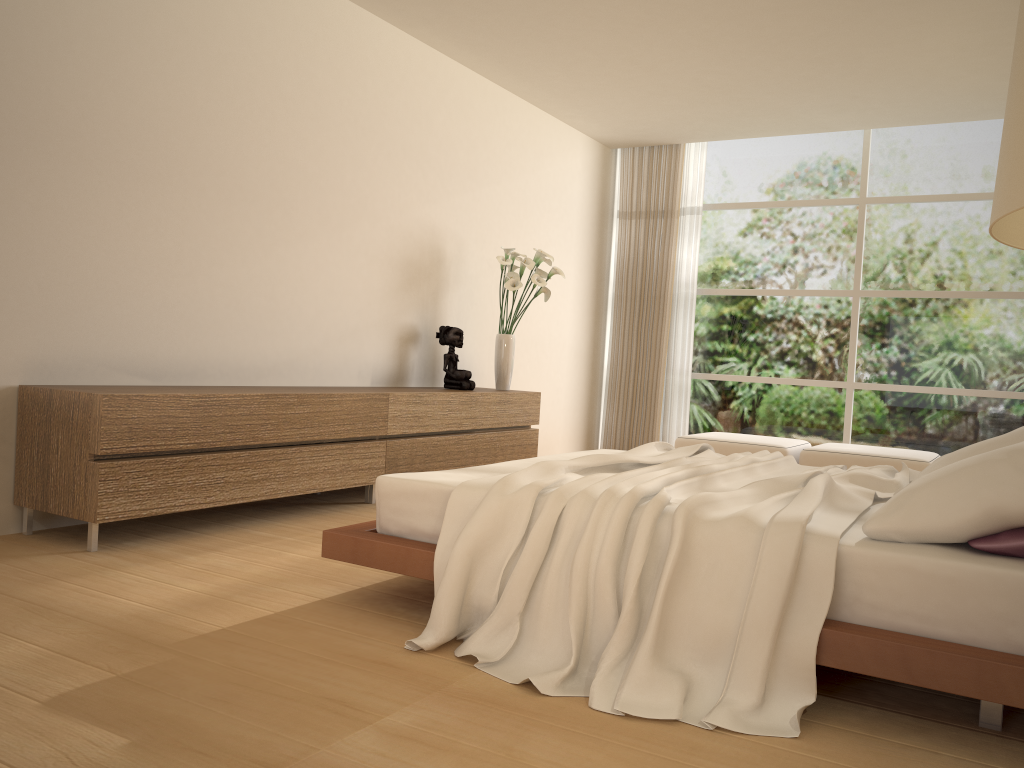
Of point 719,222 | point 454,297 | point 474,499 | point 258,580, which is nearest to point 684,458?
point 474,499

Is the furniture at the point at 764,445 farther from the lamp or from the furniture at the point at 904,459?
the lamp

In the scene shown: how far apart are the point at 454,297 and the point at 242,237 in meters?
2.1 m

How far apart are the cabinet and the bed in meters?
1.1 m

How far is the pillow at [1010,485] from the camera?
2.3 meters

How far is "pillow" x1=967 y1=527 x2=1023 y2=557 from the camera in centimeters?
226cm

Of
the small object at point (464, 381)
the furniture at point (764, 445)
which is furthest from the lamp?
the furniture at point (764, 445)

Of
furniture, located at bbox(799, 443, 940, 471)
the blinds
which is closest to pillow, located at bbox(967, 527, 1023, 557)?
furniture, located at bbox(799, 443, 940, 471)

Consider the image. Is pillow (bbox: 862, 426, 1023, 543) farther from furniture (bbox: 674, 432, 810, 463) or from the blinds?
the blinds

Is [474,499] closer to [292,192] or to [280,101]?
[292,192]
